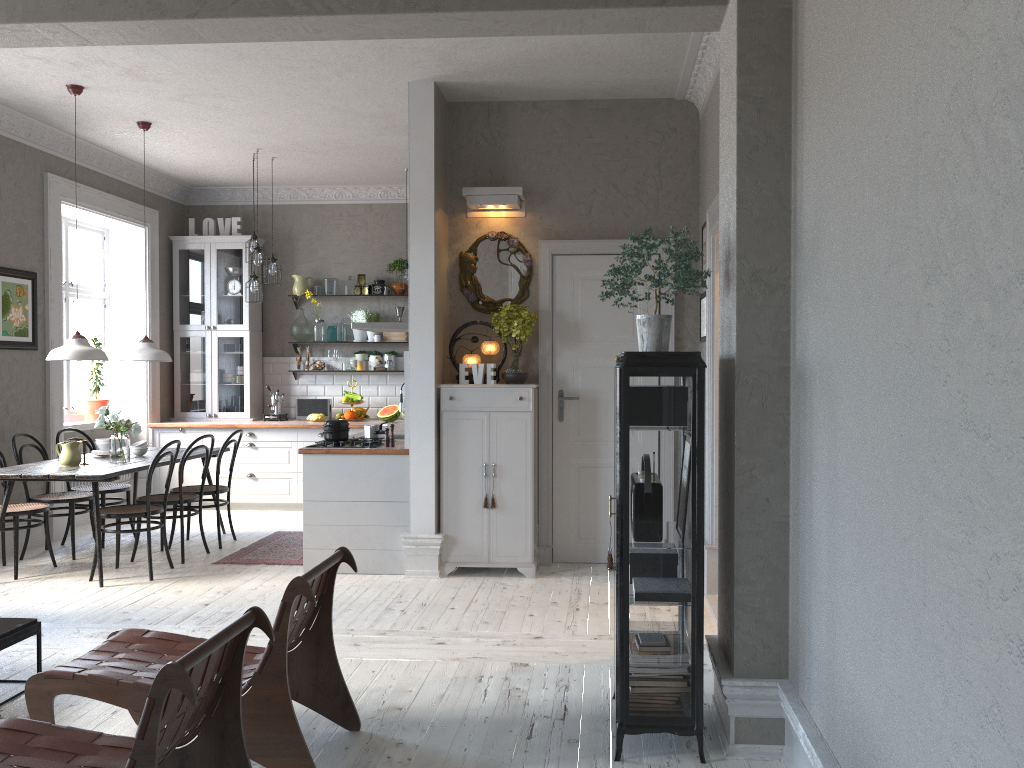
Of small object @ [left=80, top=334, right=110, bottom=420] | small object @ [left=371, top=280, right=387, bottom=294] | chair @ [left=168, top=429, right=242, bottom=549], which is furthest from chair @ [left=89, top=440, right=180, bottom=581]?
small object @ [left=371, top=280, right=387, bottom=294]

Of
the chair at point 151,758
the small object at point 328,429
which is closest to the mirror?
the small object at point 328,429

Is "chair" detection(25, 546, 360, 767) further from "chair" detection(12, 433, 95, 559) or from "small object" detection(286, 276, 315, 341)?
"small object" detection(286, 276, 315, 341)

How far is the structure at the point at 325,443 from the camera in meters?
6.2

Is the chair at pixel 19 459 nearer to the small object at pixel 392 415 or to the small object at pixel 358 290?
the small object at pixel 392 415

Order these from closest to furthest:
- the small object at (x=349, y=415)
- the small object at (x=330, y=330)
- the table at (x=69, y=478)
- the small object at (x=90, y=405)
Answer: the table at (x=69, y=478)
the small object at (x=90, y=405)
the small object at (x=349, y=415)
the small object at (x=330, y=330)

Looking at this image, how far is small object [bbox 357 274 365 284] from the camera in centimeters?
929cm

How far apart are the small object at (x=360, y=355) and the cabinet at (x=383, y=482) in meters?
1.0 m

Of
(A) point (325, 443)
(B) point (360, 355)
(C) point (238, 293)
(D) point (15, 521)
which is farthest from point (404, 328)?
(D) point (15, 521)

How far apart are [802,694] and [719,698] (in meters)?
0.58
